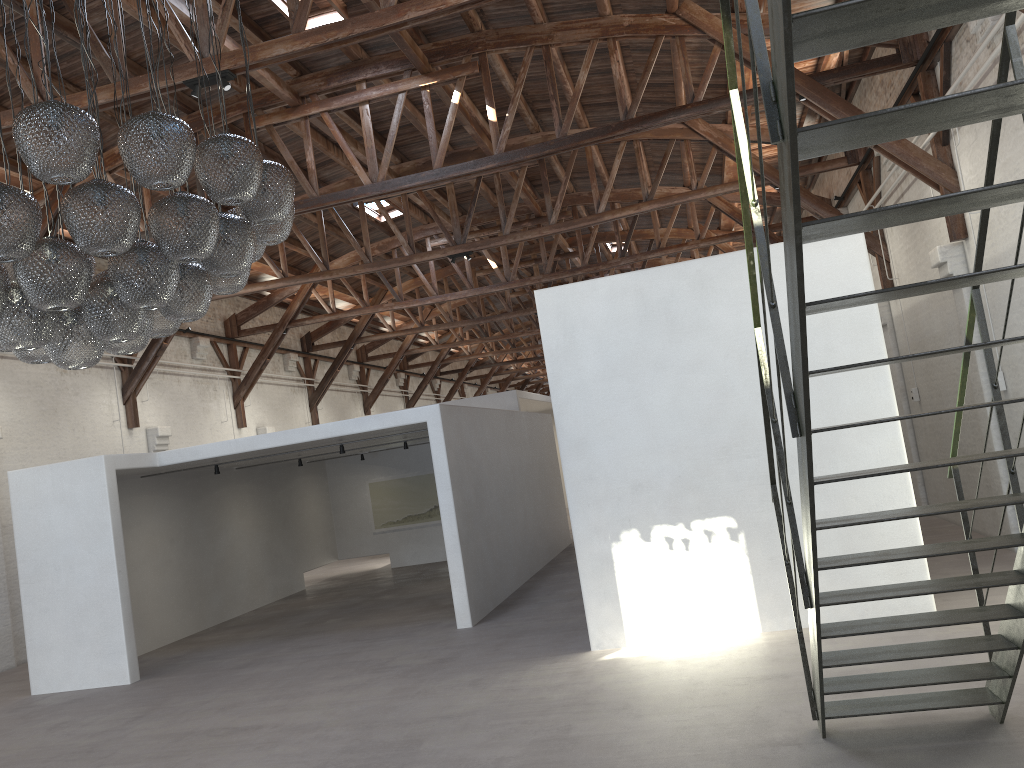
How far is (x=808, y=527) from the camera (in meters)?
3.53

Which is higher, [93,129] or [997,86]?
[93,129]

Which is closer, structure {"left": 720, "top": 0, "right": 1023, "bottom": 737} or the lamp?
structure {"left": 720, "top": 0, "right": 1023, "bottom": 737}

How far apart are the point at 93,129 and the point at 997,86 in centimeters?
368cm

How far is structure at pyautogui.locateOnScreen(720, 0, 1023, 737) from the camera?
2.1 meters

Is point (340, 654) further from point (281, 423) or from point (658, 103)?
point (281, 423)

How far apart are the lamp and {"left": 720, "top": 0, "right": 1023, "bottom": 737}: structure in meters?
2.6

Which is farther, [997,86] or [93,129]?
[93,129]

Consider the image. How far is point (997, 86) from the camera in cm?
214

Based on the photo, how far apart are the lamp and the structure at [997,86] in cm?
256
